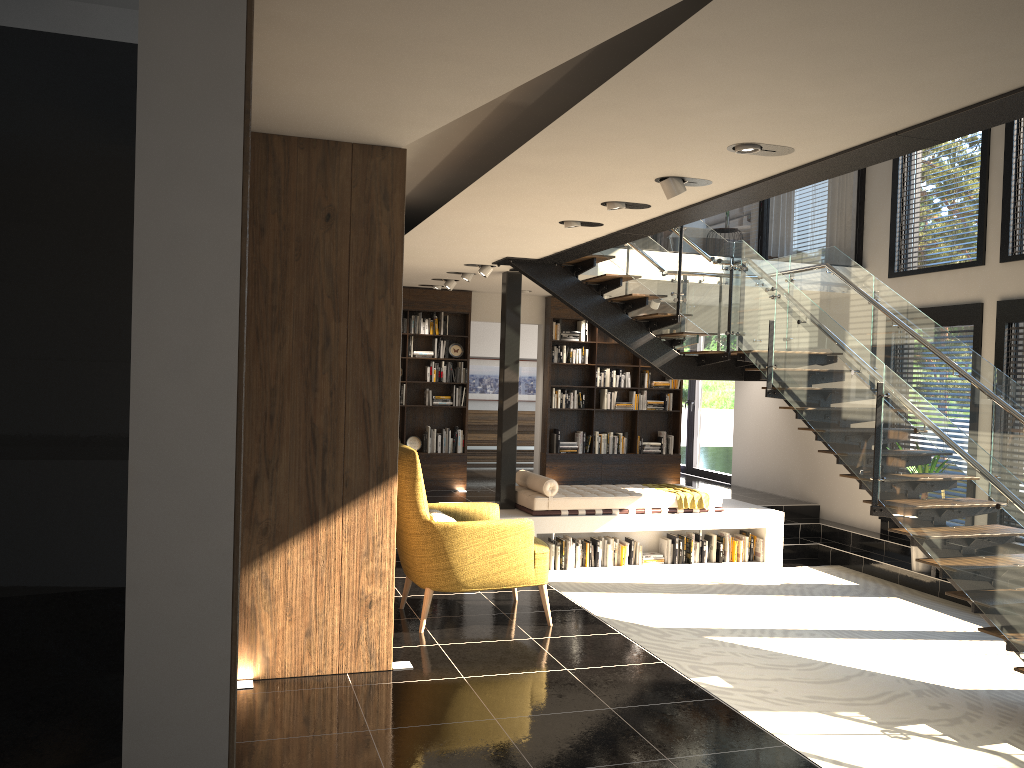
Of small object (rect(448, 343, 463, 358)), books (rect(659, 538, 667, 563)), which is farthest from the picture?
books (rect(659, 538, 667, 563))

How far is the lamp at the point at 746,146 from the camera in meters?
4.3 m

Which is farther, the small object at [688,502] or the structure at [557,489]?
the small object at [688,502]

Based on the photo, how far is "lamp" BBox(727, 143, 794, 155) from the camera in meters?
4.3 m

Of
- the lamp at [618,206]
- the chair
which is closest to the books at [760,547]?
the chair

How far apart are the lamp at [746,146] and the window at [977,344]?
5.96m

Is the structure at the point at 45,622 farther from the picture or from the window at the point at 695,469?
the picture

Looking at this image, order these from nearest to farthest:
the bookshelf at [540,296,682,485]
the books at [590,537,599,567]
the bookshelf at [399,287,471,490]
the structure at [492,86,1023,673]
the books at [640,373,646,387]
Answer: the structure at [492,86,1023,673], the books at [590,537,599,567], the bookshelf at [399,287,471,490], the bookshelf at [540,296,682,485], the books at [640,373,646,387]

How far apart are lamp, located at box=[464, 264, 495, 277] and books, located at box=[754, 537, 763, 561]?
4.4 meters

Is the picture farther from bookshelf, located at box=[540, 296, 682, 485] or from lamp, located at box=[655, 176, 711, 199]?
lamp, located at box=[655, 176, 711, 199]
